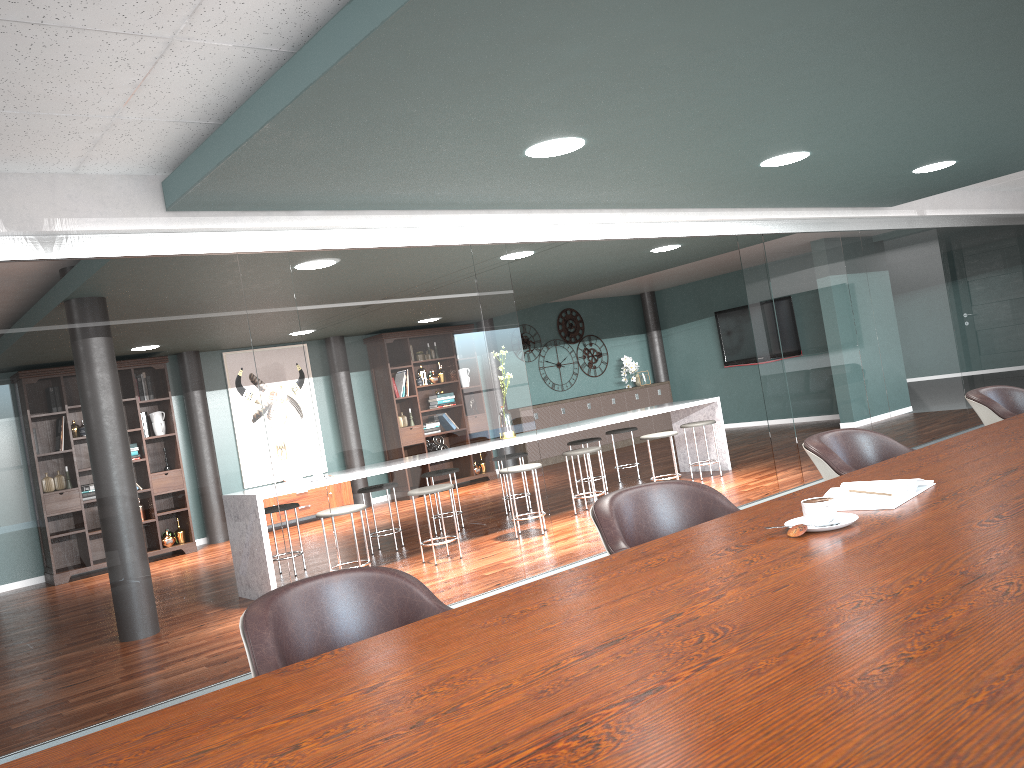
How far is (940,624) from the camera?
1.13m

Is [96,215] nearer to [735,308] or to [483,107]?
[483,107]

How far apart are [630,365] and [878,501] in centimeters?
1125cm

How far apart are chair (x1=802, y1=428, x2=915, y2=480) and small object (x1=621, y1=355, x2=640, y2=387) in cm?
1000

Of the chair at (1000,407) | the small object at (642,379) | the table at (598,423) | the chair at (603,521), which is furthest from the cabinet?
the chair at (603,521)

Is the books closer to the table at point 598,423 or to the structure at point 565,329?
the table at point 598,423

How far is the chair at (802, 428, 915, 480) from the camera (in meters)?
2.89

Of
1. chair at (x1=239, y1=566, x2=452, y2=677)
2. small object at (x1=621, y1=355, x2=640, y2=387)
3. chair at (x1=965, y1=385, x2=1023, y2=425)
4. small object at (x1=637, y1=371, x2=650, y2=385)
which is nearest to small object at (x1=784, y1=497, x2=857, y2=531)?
chair at (x1=239, y1=566, x2=452, y2=677)

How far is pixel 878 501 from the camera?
1.9 meters

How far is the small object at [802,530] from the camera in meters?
1.8 m
